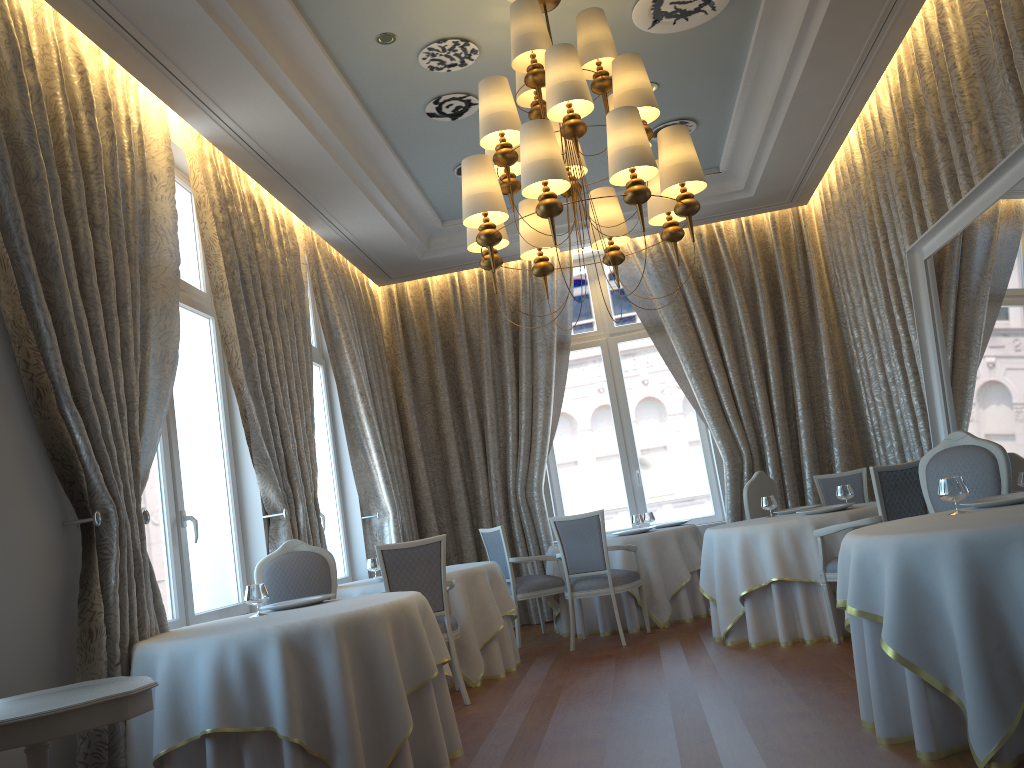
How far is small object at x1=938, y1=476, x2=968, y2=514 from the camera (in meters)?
4.00

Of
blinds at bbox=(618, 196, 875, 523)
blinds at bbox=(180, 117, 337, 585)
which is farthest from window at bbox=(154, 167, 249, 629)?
blinds at bbox=(618, 196, 875, 523)

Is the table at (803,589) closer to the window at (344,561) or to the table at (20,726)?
the window at (344,561)

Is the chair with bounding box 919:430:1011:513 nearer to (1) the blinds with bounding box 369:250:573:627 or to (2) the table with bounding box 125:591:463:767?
(2) the table with bounding box 125:591:463:767

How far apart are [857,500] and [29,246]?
6.92m

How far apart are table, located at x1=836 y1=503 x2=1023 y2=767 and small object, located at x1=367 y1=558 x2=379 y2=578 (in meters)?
4.20

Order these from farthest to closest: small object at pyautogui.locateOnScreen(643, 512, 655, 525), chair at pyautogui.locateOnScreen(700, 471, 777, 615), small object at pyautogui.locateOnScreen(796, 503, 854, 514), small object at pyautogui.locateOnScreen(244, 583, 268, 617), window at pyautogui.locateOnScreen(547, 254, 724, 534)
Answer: window at pyautogui.locateOnScreen(547, 254, 724, 534) < small object at pyautogui.locateOnScreen(643, 512, 655, 525) < chair at pyautogui.locateOnScreen(700, 471, 777, 615) < small object at pyautogui.locateOnScreen(796, 503, 854, 514) < small object at pyautogui.locateOnScreen(244, 583, 268, 617)

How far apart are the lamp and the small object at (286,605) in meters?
2.0

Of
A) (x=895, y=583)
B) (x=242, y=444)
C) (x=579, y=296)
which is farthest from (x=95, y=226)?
(x=579, y=296)

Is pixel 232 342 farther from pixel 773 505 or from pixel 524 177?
pixel 773 505
